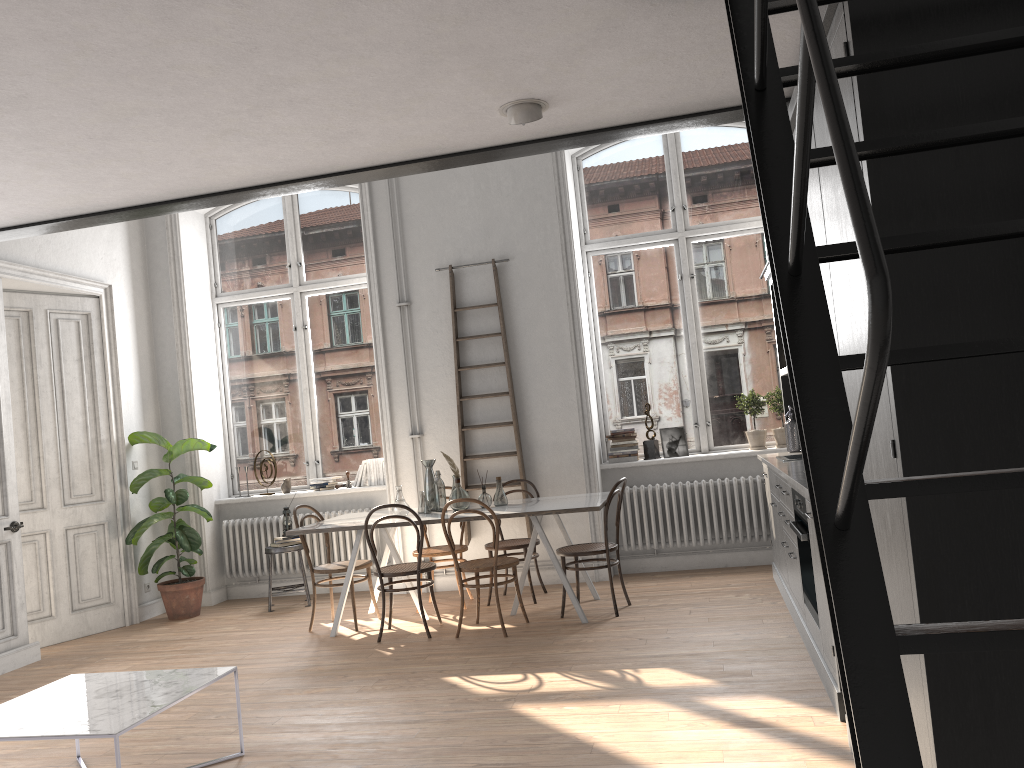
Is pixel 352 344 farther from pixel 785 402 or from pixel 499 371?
pixel 785 402

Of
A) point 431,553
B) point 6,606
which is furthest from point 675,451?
point 6,606

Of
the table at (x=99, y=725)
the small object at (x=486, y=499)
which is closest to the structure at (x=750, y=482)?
A: the small object at (x=486, y=499)

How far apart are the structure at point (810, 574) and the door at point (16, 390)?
5.61m

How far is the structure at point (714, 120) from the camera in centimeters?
346cm

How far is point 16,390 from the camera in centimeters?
698cm

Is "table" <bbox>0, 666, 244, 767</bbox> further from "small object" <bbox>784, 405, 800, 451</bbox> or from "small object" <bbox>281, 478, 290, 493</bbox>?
"small object" <bbox>784, 405, 800, 451</bbox>

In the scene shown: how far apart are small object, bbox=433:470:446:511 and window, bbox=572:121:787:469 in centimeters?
192cm

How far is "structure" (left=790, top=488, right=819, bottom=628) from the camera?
4.3m

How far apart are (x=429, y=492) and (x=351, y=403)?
2.09m
